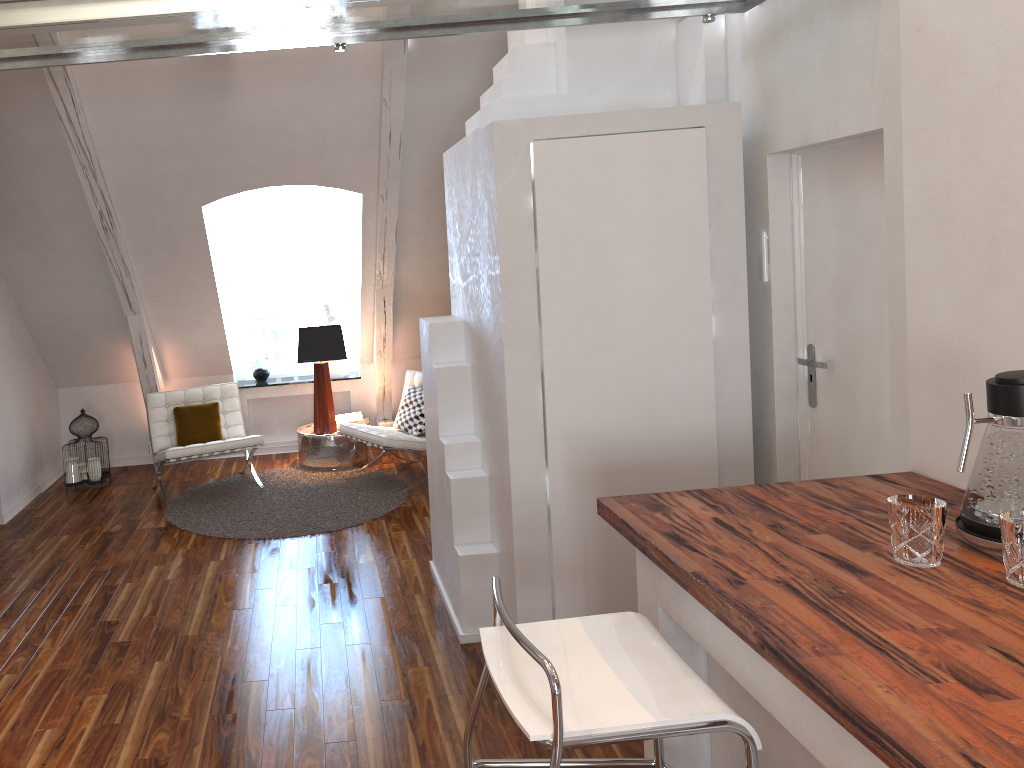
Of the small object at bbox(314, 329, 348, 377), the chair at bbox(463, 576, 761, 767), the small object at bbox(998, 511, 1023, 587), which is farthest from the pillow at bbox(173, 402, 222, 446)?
the small object at bbox(998, 511, 1023, 587)

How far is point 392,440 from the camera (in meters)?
5.30

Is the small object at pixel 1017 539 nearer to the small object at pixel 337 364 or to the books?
the books

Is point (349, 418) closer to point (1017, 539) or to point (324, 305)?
point (324, 305)

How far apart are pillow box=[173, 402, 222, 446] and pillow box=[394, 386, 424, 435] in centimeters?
115cm

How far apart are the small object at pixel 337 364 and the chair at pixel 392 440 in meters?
0.9

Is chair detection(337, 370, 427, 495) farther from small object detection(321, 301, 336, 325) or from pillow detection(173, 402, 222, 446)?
small object detection(321, 301, 336, 325)

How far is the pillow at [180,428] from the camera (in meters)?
5.57

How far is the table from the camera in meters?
5.9

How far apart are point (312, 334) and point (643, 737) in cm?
464
